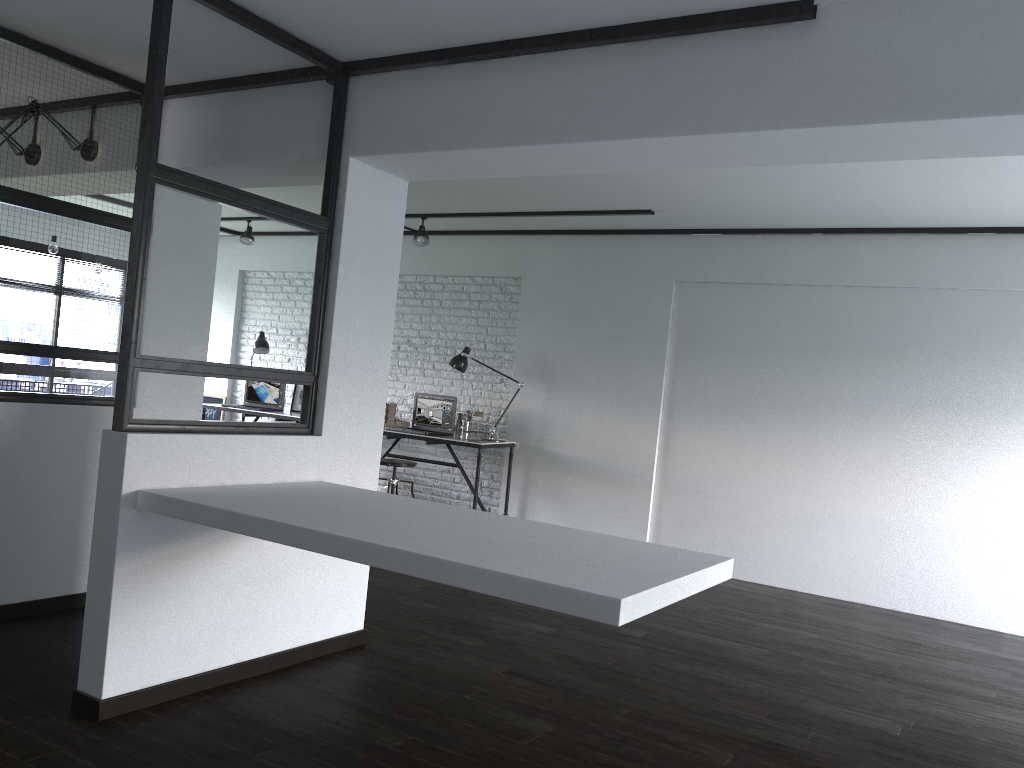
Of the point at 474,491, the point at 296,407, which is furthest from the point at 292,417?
the point at 474,491

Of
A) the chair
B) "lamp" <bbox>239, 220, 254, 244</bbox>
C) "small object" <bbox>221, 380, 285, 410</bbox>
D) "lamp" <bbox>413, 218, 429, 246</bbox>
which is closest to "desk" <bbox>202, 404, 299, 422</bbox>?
"small object" <bbox>221, 380, 285, 410</bbox>

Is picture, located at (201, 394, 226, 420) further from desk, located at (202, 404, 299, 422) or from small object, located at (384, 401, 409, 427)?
small object, located at (384, 401, 409, 427)

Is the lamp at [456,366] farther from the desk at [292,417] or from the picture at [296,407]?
the picture at [296,407]

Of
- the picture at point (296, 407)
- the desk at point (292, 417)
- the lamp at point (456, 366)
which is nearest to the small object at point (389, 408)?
the lamp at point (456, 366)

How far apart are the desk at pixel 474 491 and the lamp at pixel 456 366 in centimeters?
57cm

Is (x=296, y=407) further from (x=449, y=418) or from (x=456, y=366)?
(x=456, y=366)

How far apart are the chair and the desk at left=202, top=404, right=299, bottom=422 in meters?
1.4 m

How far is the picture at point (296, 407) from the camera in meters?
8.1 m

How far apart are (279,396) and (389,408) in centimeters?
140cm
